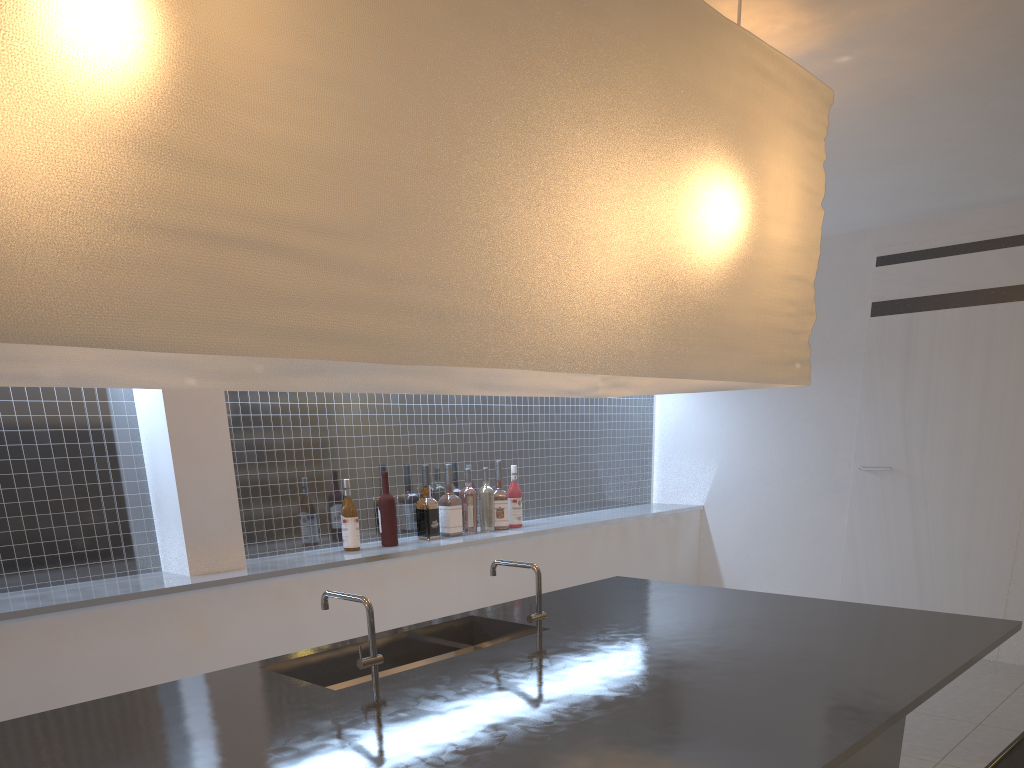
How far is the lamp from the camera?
0.6m

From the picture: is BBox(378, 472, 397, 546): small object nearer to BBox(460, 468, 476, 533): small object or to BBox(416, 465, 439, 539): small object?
BBox(416, 465, 439, 539): small object

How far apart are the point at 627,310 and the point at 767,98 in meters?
0.5

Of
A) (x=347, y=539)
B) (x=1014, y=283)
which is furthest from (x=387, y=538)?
(x=1014, y=283)

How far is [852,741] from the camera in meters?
0.8

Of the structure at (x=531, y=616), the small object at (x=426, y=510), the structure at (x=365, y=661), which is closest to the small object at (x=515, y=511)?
the small object at (x=426, y=510)

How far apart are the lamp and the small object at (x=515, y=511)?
0.8m

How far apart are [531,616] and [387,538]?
0.9m

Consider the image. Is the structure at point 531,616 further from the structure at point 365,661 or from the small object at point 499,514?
the small object at point 499,514

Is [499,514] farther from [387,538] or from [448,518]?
[387,538]
